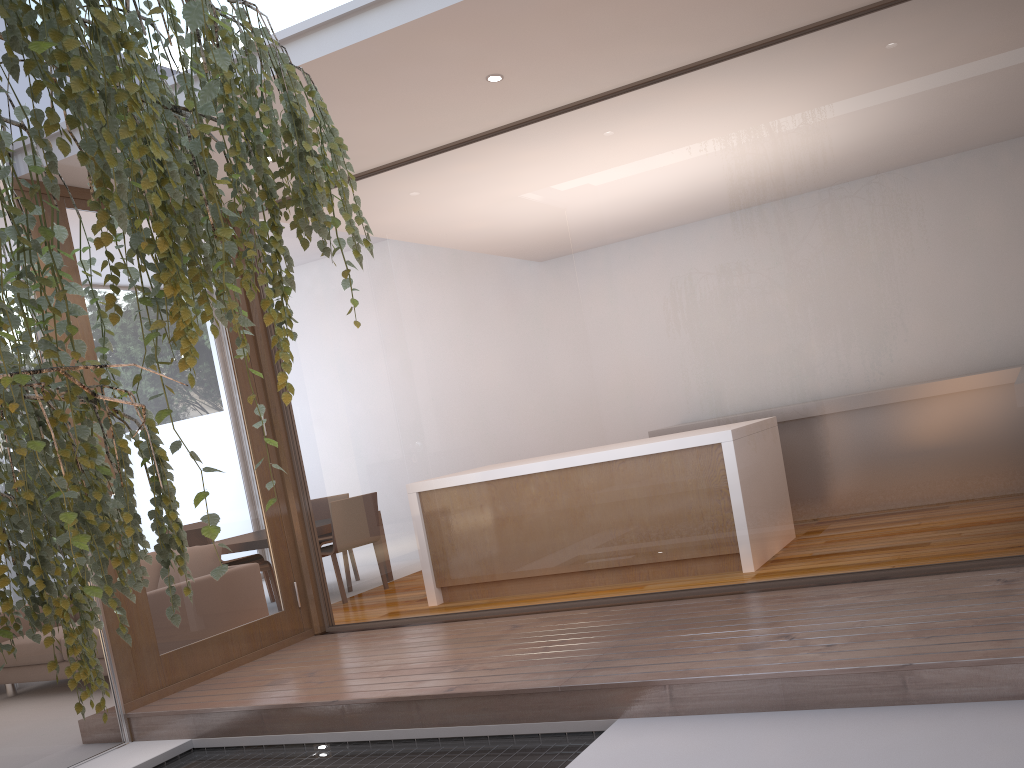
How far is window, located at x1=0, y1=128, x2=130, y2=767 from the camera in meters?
3.9

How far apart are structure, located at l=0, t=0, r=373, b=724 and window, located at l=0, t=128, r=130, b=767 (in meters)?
2.02

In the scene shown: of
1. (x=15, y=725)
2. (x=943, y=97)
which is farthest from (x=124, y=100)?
(x=15, y=725)

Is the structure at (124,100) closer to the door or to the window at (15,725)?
the window at (15,725)

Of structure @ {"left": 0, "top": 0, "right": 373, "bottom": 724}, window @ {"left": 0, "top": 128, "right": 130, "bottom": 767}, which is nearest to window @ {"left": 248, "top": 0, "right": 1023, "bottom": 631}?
window @ {"left": 0, "top": 128, "right": 130, "bottom": 767}

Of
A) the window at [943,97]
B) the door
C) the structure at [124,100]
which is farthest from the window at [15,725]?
the structure at [124,100]

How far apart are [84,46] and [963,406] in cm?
318

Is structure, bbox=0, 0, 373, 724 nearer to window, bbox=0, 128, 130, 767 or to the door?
window, bbox=0, 128, 130, 767

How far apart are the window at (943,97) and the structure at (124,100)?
2.3m

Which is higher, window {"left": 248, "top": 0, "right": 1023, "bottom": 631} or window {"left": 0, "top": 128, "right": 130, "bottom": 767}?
window {"left": 248, "top": 0, "right": 1023, "bottom": 631}
